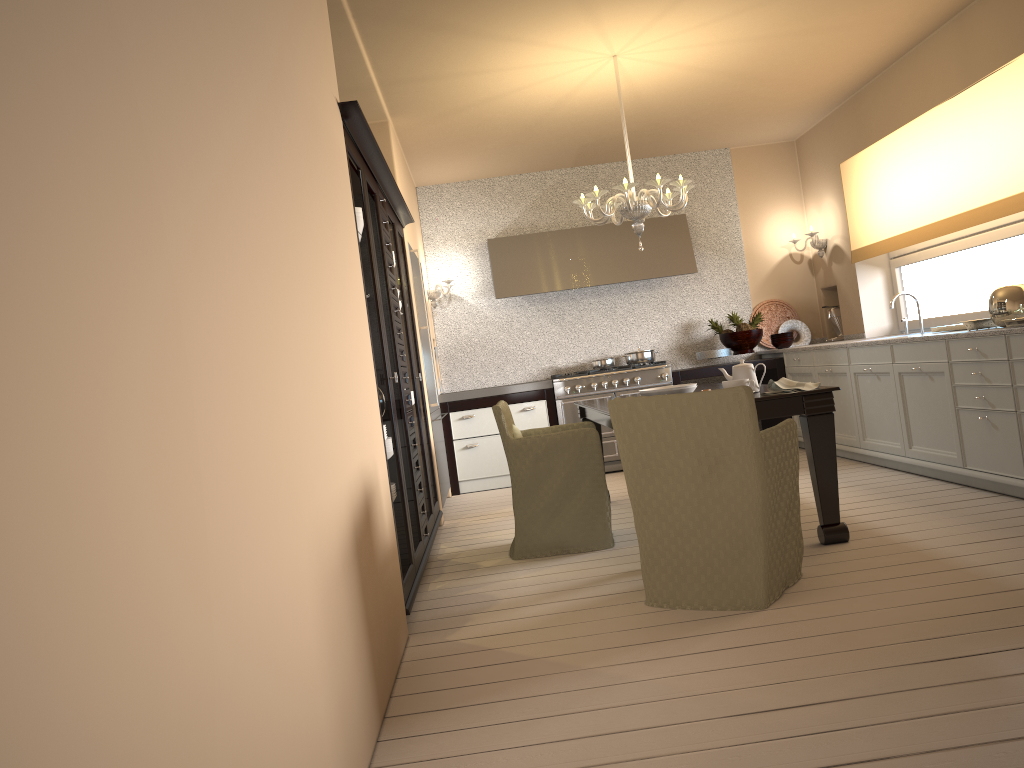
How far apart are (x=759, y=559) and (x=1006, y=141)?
3.1 meters

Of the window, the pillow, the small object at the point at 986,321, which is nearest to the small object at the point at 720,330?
the window

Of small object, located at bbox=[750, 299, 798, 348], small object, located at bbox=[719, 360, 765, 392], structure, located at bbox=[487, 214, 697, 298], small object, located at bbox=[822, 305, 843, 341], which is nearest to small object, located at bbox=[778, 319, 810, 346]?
small object, located at bbox=[750, 299, 798, 348]

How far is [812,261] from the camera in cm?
767

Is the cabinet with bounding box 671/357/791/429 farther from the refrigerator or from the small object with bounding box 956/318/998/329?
the small object with bounding box 956/318/998/329

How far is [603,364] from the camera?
7.26m

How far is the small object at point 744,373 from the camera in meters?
4.0 m

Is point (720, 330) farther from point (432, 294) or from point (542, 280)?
point (432, 294)

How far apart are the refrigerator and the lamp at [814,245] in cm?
321

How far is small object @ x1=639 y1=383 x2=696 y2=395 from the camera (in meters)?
4.17
